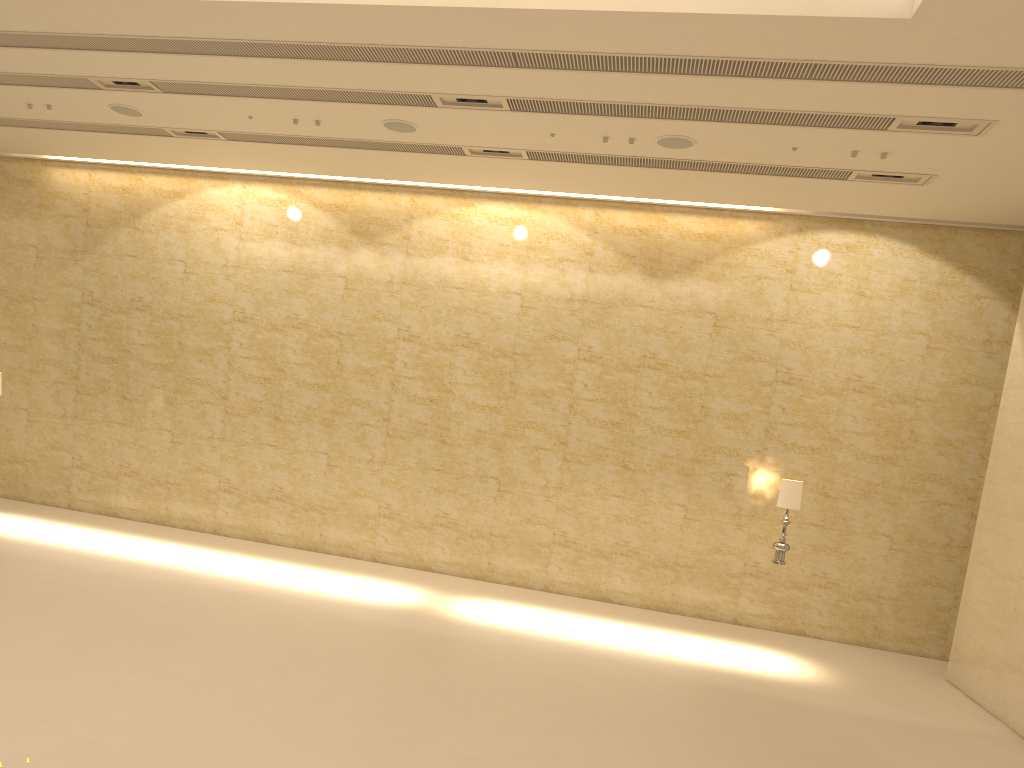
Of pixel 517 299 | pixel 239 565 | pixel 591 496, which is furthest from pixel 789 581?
pixel 239 565

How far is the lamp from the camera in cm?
1064

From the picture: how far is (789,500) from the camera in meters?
10.6

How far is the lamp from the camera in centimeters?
1064cm
